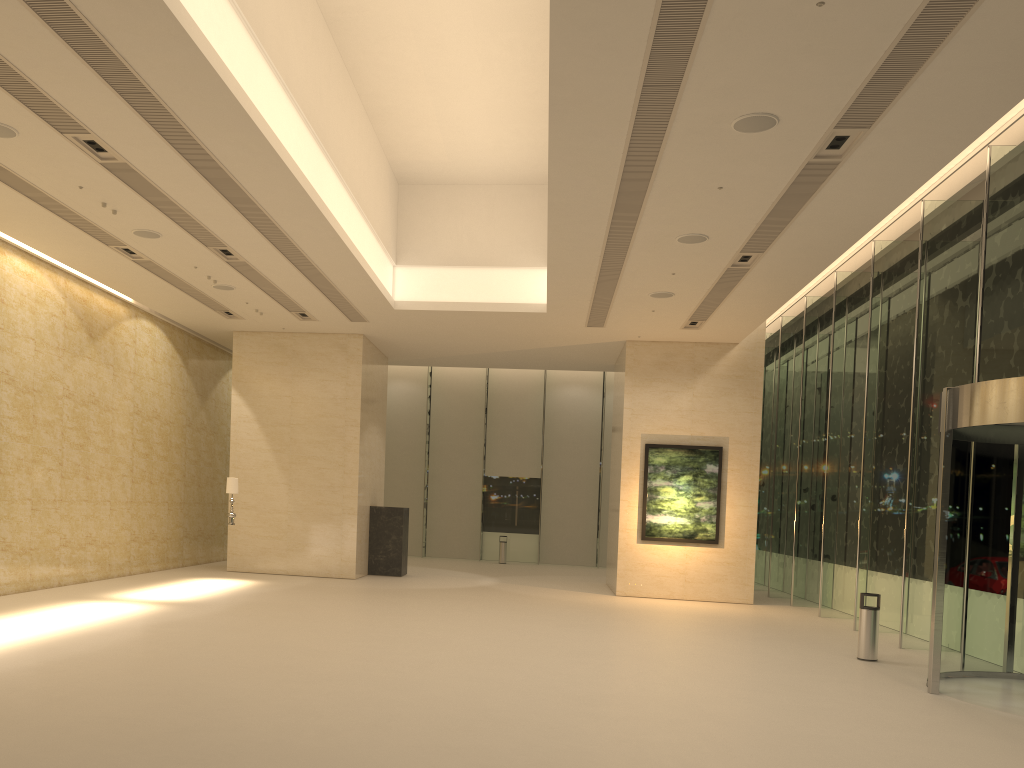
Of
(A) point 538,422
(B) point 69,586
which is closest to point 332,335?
(B) point 69,586

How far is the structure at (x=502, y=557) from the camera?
29.5 meters

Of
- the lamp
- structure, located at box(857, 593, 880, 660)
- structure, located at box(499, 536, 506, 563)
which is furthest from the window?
the lamp

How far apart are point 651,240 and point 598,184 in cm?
241

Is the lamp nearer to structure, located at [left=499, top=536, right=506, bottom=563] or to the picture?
the picture

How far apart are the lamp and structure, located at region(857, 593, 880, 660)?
12.33m

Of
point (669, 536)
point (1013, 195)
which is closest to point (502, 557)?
point (669, 536)

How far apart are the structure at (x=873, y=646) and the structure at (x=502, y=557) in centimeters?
1788cm

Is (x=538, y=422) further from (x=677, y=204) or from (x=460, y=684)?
(x=460, y=684)

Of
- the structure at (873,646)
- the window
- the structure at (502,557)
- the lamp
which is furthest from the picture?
the structure at (502,557)
